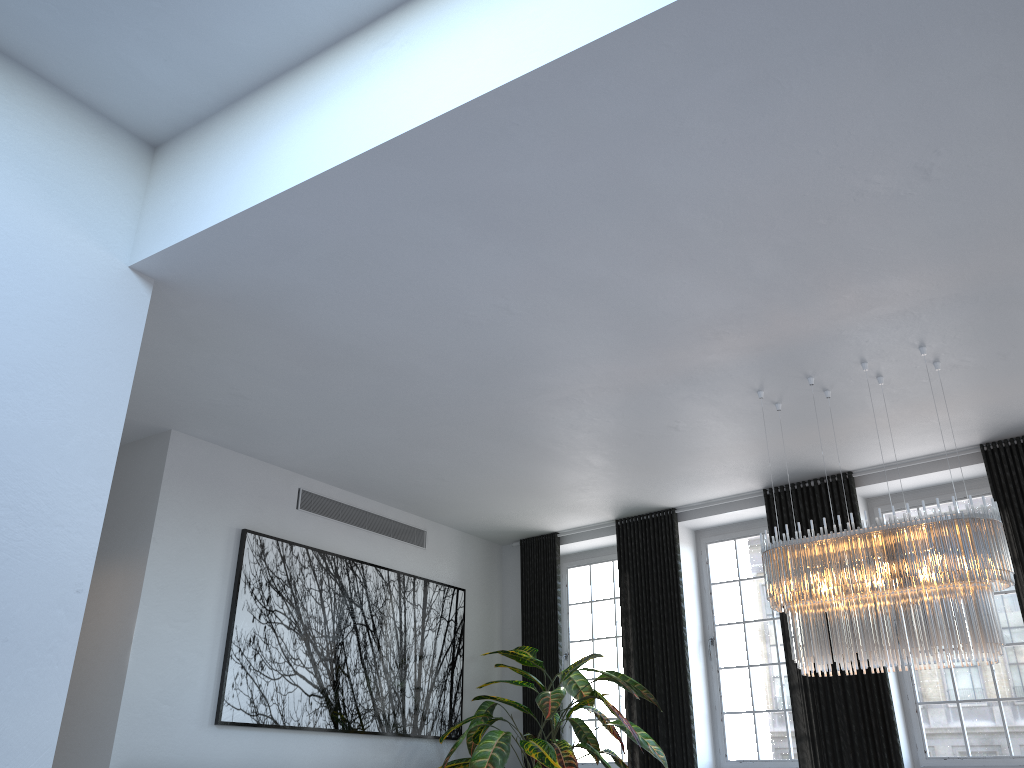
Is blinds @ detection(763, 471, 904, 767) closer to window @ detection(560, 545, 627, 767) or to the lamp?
the lamp

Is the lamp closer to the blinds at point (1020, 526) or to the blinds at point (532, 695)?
the blinds at point (1020, 526)

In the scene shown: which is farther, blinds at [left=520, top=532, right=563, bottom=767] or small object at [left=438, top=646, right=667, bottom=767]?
blinds at [left=520, top=532, right=563, bottom=767]

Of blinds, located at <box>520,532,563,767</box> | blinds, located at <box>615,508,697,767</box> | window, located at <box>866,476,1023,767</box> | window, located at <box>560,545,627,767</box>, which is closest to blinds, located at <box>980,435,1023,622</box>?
window, located at <box>866,476,1023,767</box>

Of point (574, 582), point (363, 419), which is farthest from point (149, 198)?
point (574, 582)

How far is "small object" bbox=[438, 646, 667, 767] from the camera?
6.43m

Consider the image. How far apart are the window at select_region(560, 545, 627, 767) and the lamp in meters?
3.3 m

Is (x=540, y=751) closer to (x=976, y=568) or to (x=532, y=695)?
(x=532, y=695)

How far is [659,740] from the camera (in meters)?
7.10

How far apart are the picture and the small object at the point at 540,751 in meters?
0.2 m
